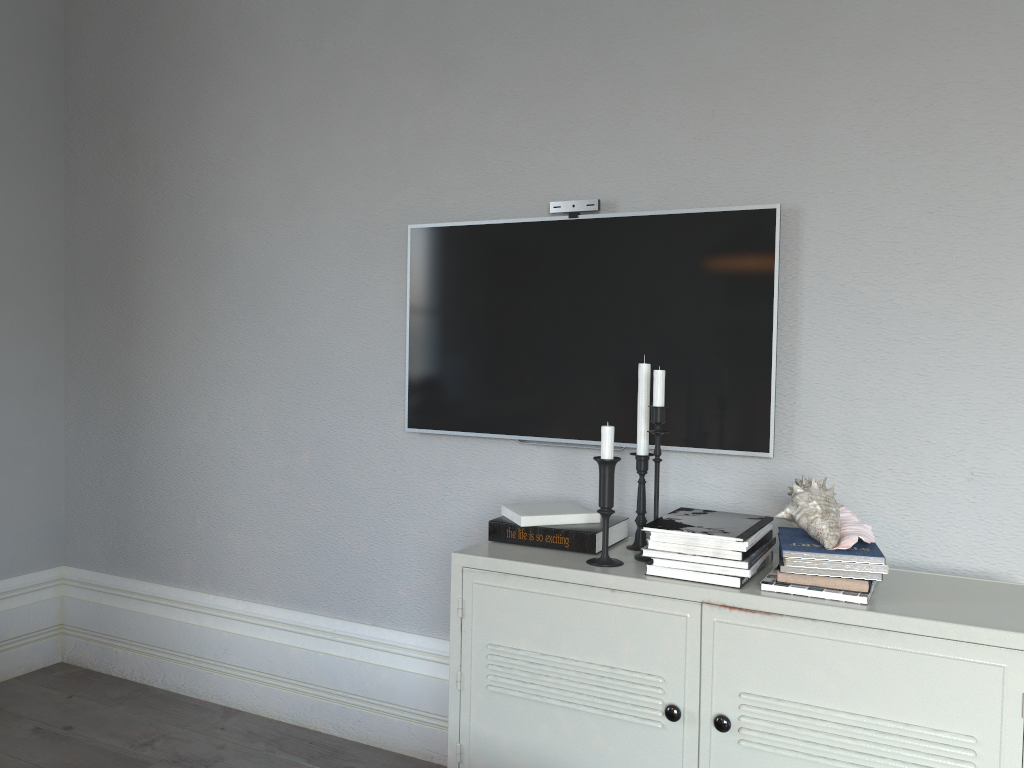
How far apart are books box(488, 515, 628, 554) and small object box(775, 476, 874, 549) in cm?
41

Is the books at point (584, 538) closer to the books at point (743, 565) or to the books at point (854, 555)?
the books at point (743, 565)

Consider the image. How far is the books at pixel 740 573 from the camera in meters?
1.7

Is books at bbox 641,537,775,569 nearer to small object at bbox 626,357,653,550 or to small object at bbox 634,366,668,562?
small object at bbox 634,366,668,562

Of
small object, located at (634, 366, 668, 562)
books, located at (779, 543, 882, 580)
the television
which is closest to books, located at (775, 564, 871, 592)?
books, located at (779, 543, 882, 580)

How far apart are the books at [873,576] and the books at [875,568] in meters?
0.0 m

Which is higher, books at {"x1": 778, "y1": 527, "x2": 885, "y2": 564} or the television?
the television

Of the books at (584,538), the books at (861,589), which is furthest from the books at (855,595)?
the books at (584,538)

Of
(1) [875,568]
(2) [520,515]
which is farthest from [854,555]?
(2) [520,515]

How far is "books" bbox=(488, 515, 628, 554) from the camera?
2.00m
